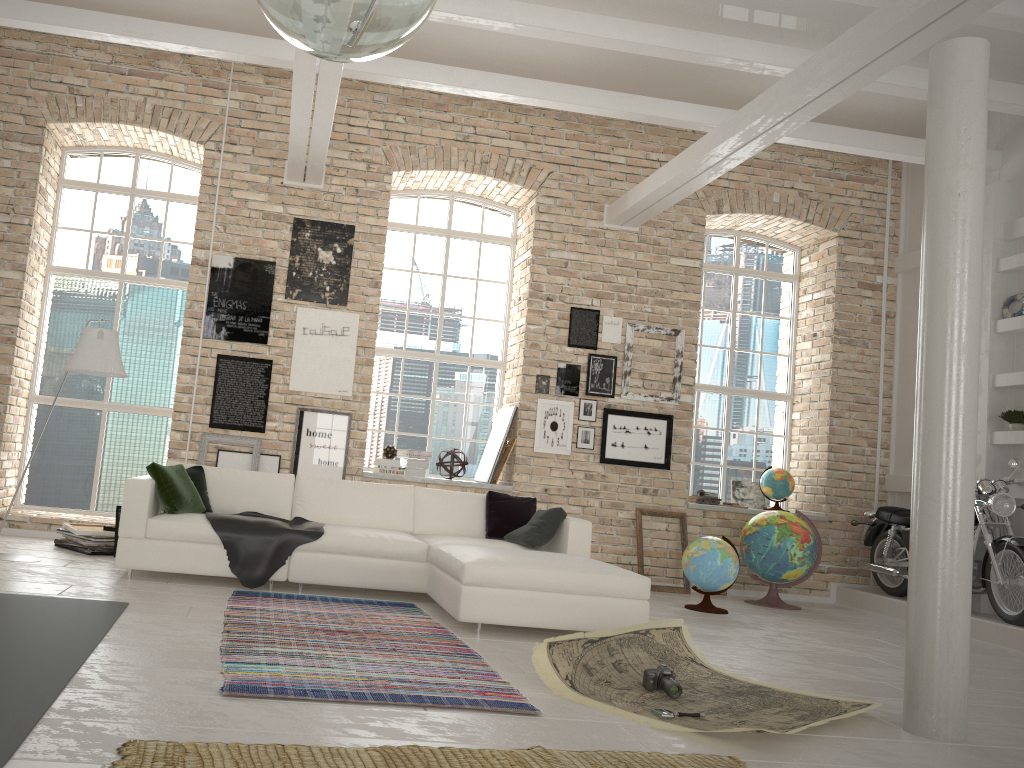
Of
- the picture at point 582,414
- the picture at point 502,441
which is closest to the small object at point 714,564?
the picture at point 582,414

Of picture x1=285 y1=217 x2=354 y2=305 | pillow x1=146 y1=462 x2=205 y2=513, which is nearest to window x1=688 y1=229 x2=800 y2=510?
picture x1=285 y1=217 x2=354 y2=305

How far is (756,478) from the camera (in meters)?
9.39

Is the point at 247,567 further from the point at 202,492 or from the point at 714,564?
the point at 714,564

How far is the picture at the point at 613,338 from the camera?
8.7 meters

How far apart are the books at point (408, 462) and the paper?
4.00m

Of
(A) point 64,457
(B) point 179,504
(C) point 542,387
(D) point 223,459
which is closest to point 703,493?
(C) point 542,387

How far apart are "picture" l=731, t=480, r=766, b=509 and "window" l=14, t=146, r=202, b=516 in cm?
590

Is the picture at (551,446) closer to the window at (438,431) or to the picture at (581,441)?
the picture at (581,441)

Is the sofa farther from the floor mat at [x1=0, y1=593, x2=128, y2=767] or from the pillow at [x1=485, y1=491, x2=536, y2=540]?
the floor mat at [x1=0, y1=593, x2=128, y2=767]
